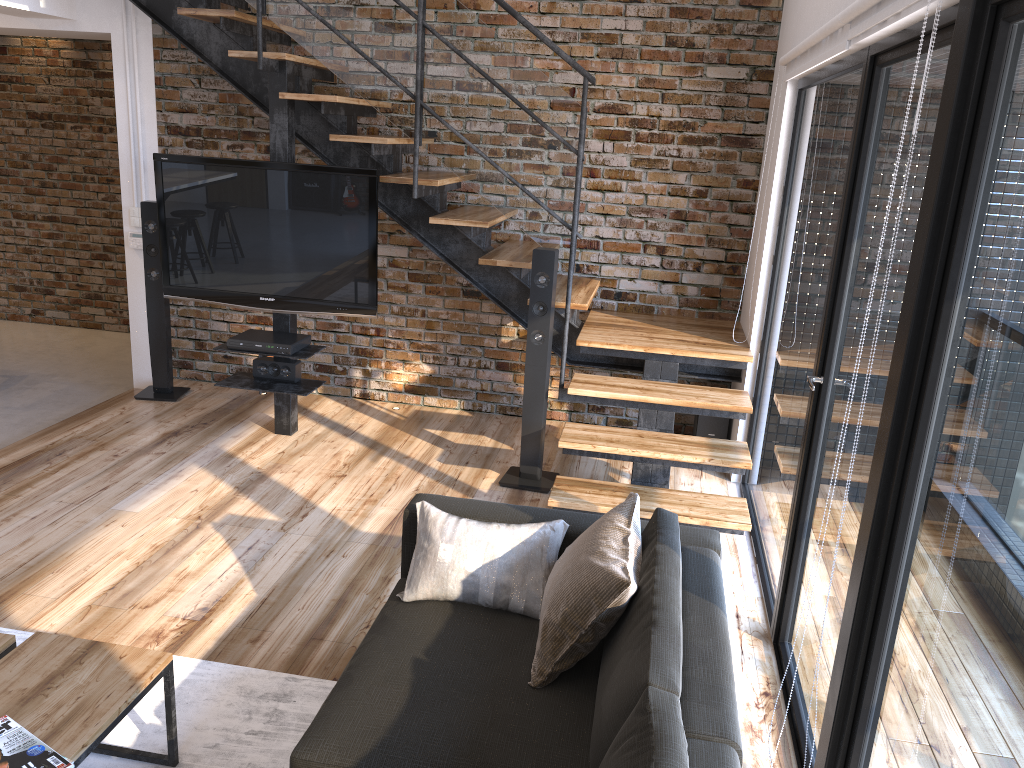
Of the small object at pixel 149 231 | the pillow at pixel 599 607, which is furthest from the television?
the pillow at pixel 599 607

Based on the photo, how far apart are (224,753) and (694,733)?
1.40m

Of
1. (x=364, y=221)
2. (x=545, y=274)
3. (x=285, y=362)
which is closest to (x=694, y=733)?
(x=545, y=274)

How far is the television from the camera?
4.5 meters

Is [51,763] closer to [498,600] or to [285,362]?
[498,600]

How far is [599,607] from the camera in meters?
2.2

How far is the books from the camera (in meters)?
1.91

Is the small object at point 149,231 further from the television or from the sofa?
the sofa

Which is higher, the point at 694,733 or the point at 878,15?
the point at 878,15

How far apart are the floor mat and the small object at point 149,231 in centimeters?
266cm
